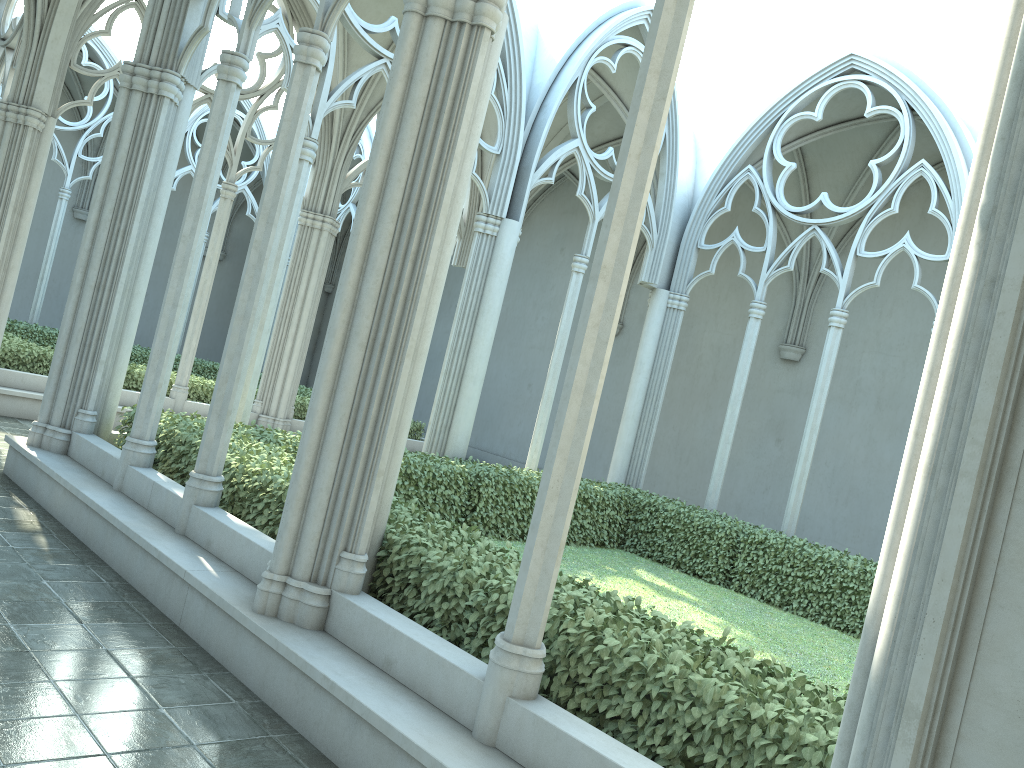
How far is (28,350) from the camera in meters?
12.6

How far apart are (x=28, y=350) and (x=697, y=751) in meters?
12.0

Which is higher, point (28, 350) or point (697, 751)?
point (28, 350)

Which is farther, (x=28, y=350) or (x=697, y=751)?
(x=28, y=350)

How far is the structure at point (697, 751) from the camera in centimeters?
358cm

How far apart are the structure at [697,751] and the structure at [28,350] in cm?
521

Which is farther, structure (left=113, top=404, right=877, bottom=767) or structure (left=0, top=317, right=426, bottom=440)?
structure (left=0, top=317, right=426, bottom=440)

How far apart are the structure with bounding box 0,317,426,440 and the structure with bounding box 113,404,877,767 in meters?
5.2

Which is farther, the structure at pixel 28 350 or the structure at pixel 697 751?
the structure at pixel 28 350

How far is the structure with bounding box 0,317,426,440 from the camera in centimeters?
1263cm
